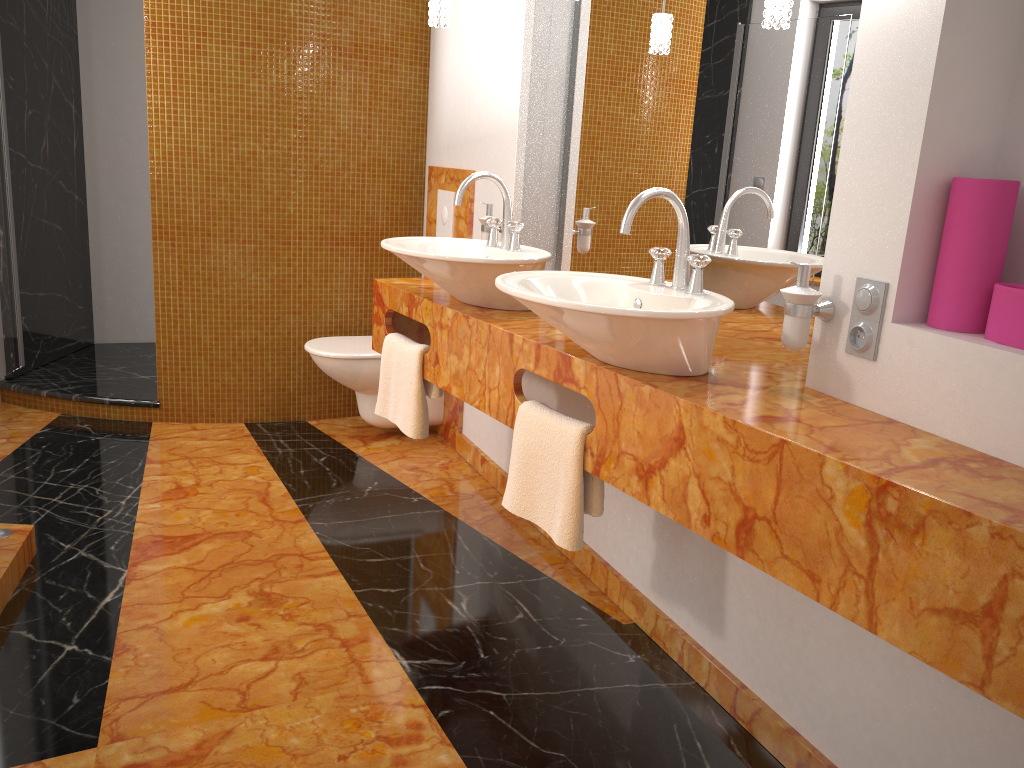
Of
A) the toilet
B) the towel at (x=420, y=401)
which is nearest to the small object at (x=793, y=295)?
the towel at (x=420, y=401)

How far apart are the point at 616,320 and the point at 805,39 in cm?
82

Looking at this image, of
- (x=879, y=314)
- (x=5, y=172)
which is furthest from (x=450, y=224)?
(x=879, y=314)

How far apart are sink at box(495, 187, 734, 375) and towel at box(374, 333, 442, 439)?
0.67m

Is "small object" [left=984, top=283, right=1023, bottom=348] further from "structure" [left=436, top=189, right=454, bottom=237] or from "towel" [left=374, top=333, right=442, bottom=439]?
"structure" [left=436, top=189, right=454, bottom=237]

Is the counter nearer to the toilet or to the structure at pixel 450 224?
the toilet

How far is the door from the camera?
3.7 meters

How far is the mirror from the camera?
1.9 meters

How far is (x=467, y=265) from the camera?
2.25m

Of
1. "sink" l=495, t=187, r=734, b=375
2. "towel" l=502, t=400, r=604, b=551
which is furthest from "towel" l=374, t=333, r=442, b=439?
"sink" l=495, t=187, r=734, b=375
